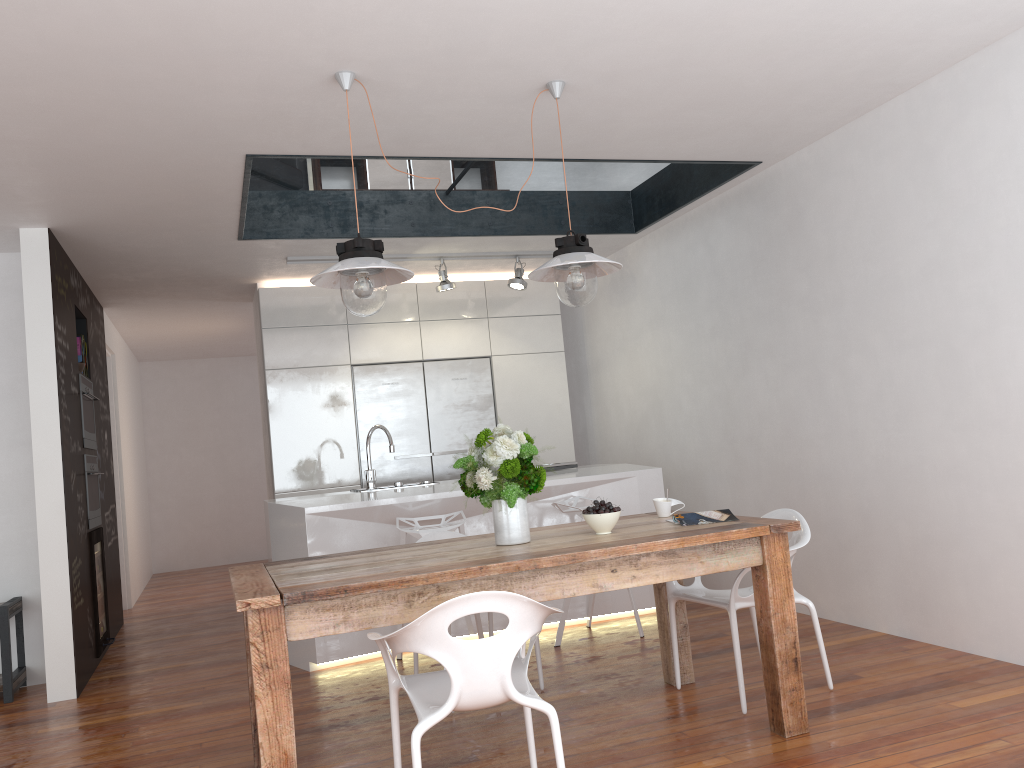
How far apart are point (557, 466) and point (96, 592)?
3.0m

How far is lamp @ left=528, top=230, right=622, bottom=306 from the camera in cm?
334

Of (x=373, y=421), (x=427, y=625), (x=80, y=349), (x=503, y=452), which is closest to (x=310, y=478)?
(x=373, y=421)

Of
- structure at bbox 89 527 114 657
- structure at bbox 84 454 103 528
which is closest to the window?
structure at bbox 84 454 103 528

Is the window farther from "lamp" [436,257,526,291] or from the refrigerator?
the refrigerator

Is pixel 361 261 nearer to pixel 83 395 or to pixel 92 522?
pixel 83 395

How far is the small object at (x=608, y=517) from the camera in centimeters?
325cm

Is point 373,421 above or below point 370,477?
above

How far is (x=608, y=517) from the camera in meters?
3.3

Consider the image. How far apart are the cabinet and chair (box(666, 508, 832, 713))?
3.4m
